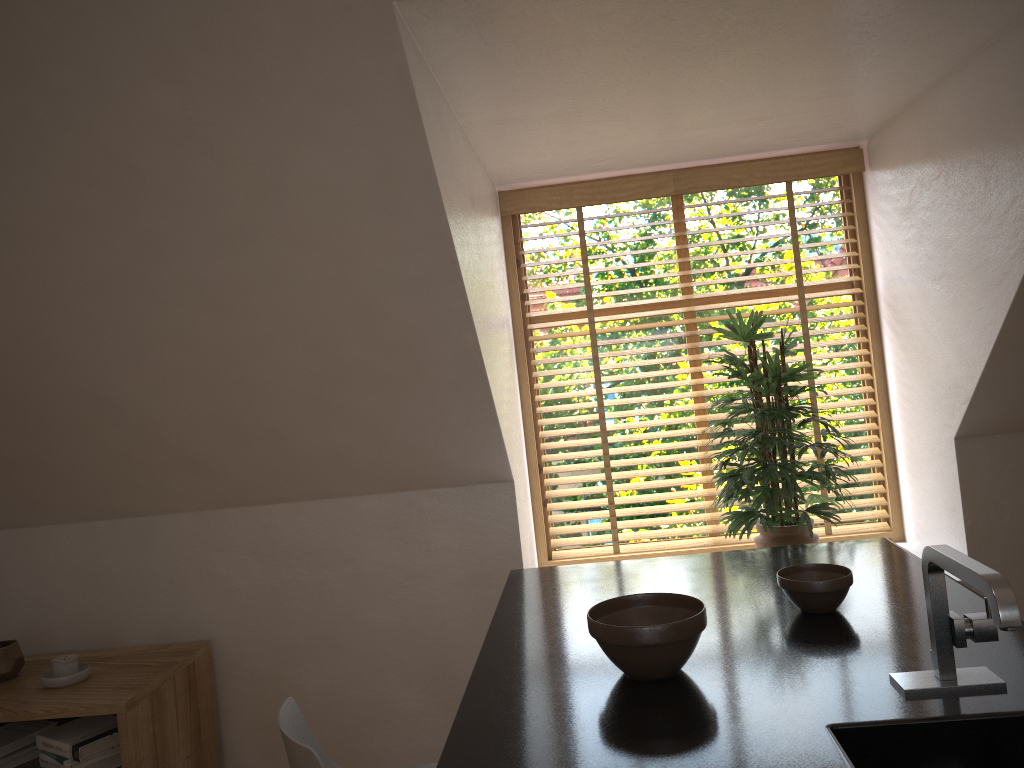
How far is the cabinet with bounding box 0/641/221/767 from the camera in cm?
257

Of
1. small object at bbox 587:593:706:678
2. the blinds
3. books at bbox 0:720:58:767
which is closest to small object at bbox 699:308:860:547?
the blinds

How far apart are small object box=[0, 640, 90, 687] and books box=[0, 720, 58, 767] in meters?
0.2 m

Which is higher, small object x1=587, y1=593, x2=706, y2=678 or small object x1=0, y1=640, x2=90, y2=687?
small object x1=587, y1=593, x2=706, y2=678

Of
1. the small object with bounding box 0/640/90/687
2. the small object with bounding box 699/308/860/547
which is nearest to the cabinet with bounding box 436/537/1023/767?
the small object with bounding box 699/308/860/547

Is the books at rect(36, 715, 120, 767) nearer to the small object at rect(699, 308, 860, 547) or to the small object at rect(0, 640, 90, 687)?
the small object at rect(0, 640, 90, 687)

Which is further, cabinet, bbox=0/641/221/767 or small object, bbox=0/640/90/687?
small object, bbox=0/640/90/687

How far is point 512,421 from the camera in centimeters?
320cm

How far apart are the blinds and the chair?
1.8 meters

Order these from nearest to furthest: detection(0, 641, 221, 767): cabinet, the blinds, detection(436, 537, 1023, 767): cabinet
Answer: detection(436, 537, 1023, 767): cabinet < detection(0, 641, 221, 767): cabinet < the blinds
